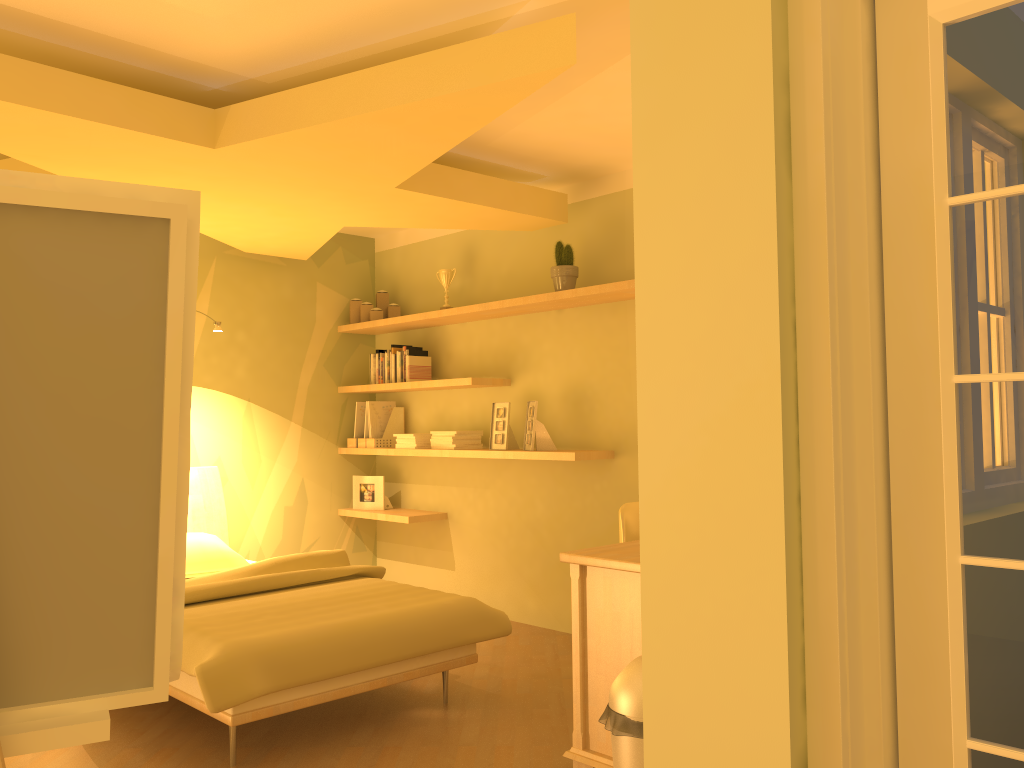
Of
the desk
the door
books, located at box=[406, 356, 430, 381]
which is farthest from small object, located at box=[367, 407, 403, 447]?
the door

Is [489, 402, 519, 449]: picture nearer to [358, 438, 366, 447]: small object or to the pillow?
[358, 438, 366, 447]: small object

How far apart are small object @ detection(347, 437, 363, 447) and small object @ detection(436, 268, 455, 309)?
1.2 meters

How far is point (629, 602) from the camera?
2.6m

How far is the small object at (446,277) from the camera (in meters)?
5.27

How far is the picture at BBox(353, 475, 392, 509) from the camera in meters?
5.7

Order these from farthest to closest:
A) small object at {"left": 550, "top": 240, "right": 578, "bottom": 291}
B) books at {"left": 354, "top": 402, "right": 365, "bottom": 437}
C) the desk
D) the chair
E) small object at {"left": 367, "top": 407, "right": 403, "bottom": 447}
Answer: books at {"left": 354, "top": 402, "right": 365, "bottom": 437}, small object at {"left": 367, "top": 407, "right": 403, "bottom": 447}, small object at {"left": 550, "top": 240, "right": 578, "bottom": 291}, the chair, the desk

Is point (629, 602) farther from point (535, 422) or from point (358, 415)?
point (358, 415)

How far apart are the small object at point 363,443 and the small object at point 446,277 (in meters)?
1.17

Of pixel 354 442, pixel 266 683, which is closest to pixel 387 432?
pixel 354 442
